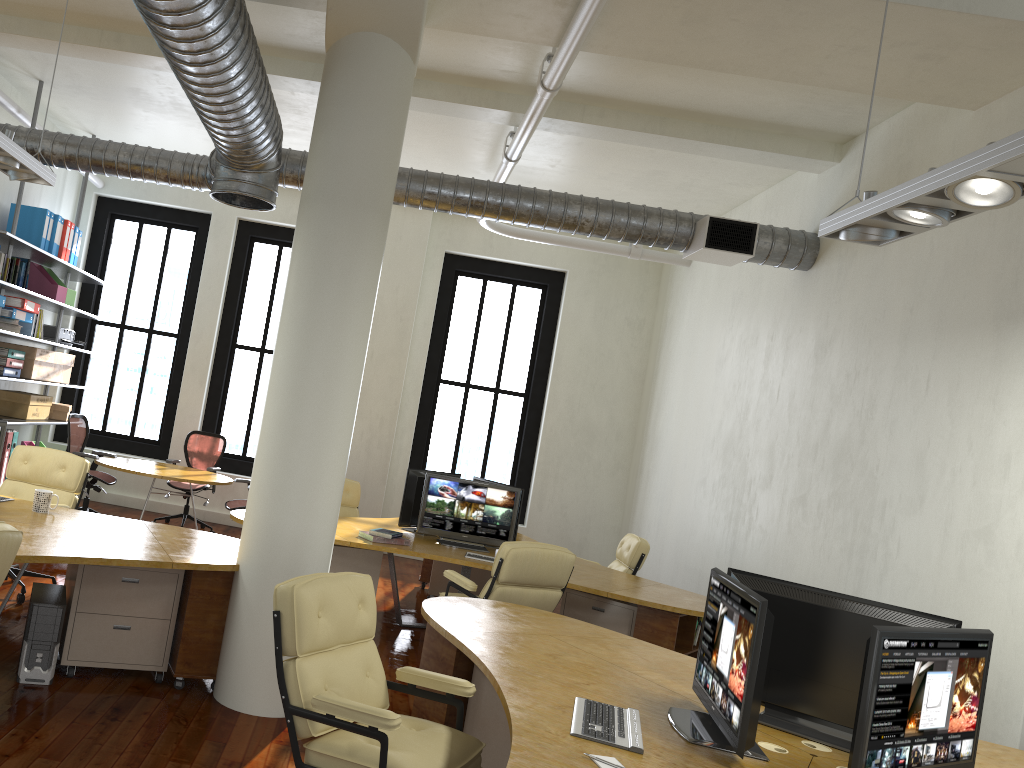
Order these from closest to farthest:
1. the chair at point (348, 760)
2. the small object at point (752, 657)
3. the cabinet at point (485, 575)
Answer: the small object at point (752, 657)
the chair at point (348, 760)
the cabinet at point (485, 575)

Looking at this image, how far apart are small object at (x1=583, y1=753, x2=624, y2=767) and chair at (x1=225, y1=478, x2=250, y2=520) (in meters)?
6.75

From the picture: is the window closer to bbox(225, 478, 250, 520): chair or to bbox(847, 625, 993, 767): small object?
bbox(225, 478, 250, 520): chair

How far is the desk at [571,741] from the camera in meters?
2.8

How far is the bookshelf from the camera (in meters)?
8.64

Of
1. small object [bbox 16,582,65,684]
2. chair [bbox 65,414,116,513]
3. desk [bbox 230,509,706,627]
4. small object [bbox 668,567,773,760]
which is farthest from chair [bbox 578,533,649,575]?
chair [bbox 65,414,116,513]

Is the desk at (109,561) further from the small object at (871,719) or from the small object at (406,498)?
the small object at (871,719)

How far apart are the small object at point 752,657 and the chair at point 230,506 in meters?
6.2 m

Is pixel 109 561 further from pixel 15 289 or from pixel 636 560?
pixel 636 560

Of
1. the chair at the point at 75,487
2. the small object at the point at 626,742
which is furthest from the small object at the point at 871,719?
the chair at the point at 75,487
